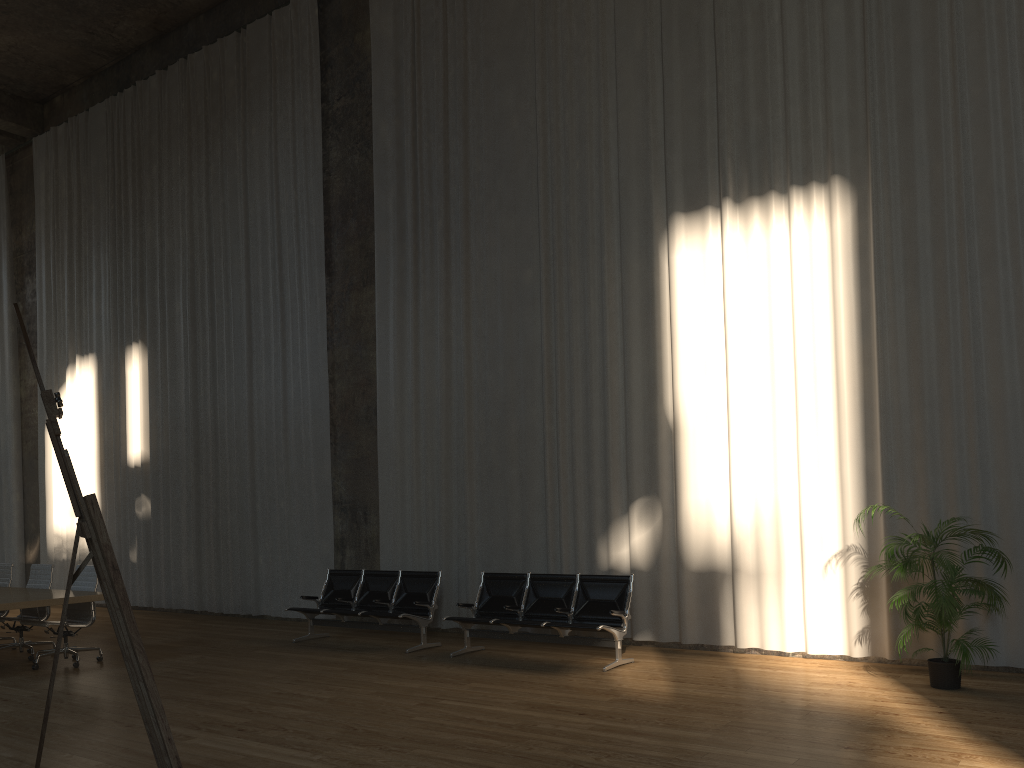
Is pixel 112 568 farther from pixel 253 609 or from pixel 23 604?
pixel 253 609

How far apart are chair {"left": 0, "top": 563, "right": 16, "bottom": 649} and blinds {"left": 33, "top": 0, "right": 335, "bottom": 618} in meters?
3.1

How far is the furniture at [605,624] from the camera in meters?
8.2

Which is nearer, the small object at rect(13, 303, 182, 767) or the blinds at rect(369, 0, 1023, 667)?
the small object at rect(13, 303, 182, 767)

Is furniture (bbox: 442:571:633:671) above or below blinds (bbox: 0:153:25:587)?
below

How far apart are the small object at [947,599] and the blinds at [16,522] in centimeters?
1579cm

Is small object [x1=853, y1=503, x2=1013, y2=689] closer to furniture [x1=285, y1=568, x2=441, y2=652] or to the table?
furniture [x1=285, y1=568, x2=441, y2=652]

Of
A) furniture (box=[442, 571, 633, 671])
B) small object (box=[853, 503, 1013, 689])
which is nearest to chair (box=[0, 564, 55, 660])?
furniture (box=[442, 571, 633, 671])

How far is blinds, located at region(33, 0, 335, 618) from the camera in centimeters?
1239cm

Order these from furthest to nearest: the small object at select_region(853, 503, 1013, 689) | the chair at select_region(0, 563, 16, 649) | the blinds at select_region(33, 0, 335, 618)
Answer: the blinds at select_region(33, 0, 335, 618), the chair at select_region(0, 563, 16, 649), the small object at select_region(853, 503, 1013, 689)
